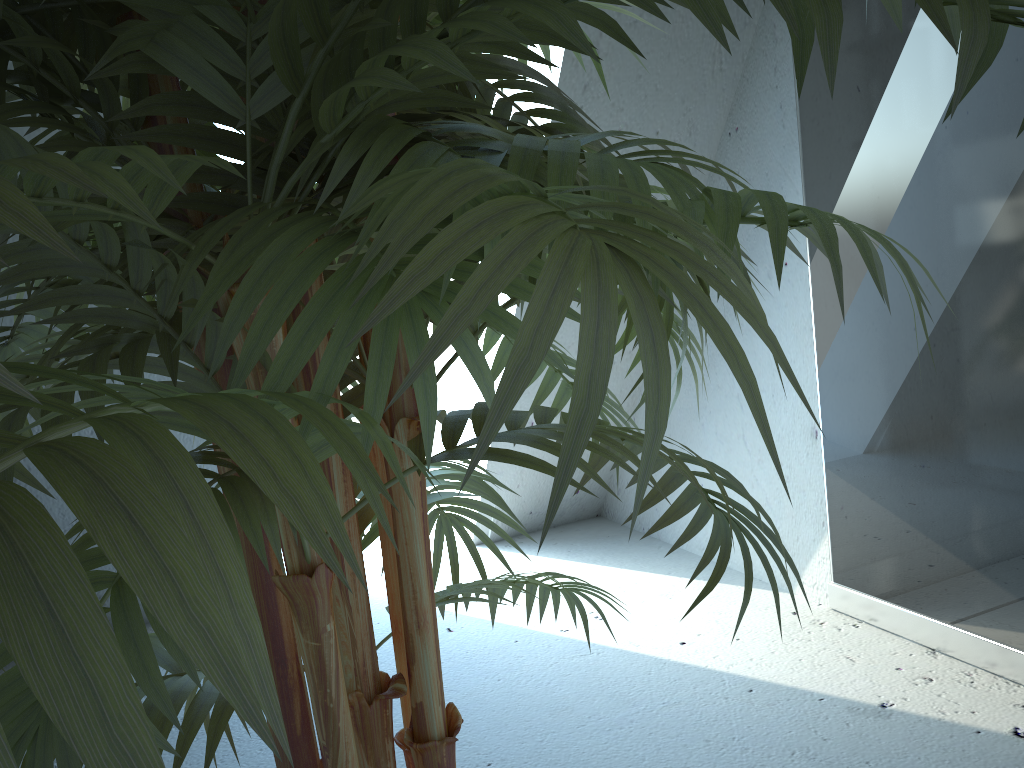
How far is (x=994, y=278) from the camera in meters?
1.4

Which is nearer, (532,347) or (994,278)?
A: (532,347)

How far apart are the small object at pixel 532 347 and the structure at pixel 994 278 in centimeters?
86cm

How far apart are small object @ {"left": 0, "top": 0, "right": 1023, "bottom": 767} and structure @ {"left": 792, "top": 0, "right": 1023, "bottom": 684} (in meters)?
0.86

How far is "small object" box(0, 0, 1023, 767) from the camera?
0.20m

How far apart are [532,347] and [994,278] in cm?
146

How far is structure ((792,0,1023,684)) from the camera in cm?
143

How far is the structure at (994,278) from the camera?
1.4m

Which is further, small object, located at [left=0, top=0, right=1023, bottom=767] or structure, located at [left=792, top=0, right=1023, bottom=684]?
structure, located at [left=792, top=0, right=1023, bottom=684]
